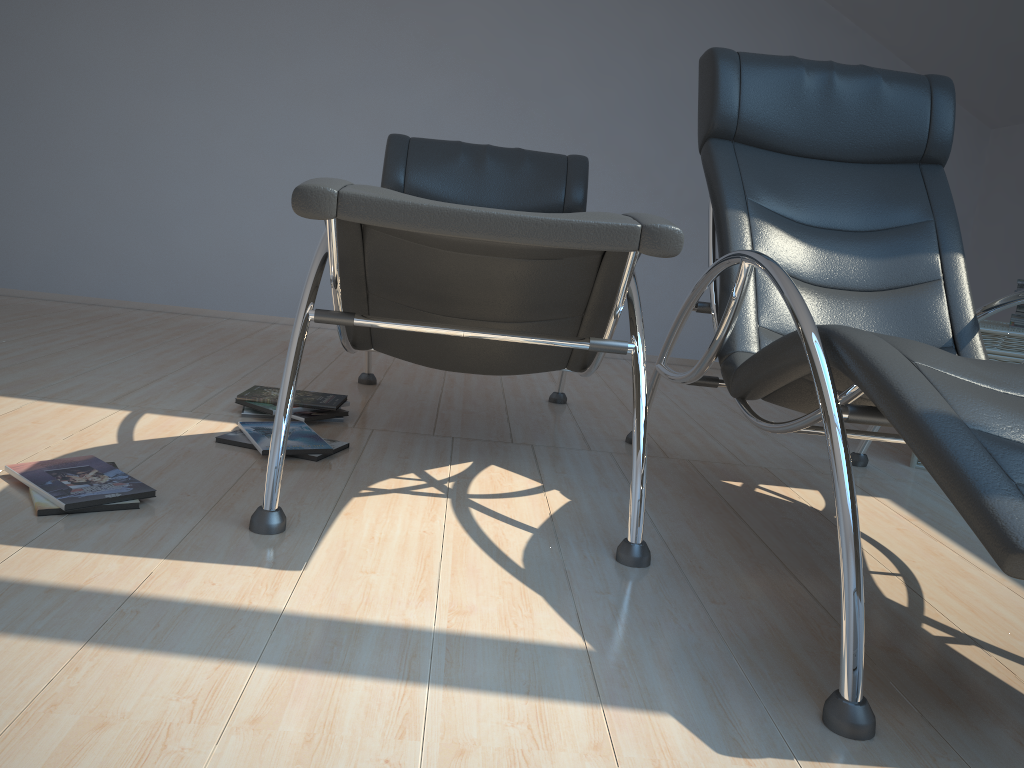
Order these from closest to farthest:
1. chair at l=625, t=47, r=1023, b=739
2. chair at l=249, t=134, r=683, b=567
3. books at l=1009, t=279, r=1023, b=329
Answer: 1. chair at l=625, t=47, r=1023, b=739
2. chair at l=249, t=134, r=683, b=567
3. books at l=1009, t=279, r=1023, b=329

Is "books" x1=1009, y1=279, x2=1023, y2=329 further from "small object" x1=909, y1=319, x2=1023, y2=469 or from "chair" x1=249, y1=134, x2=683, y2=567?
"chair" x1=249, y1=134, x2=683, y2=567

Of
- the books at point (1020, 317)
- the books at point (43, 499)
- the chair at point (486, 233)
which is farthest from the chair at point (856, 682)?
the books at point (43, 499)

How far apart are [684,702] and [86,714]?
0.8m

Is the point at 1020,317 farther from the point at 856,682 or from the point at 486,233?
the point at 486,233

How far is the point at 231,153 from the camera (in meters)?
4.82

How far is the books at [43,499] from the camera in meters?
1.8 m

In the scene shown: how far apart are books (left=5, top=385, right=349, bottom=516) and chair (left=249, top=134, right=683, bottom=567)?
0.3 meters

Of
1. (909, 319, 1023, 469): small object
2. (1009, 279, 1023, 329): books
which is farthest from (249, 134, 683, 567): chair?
(1009, 279, 1023, 329): books

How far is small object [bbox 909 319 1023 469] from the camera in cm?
290
